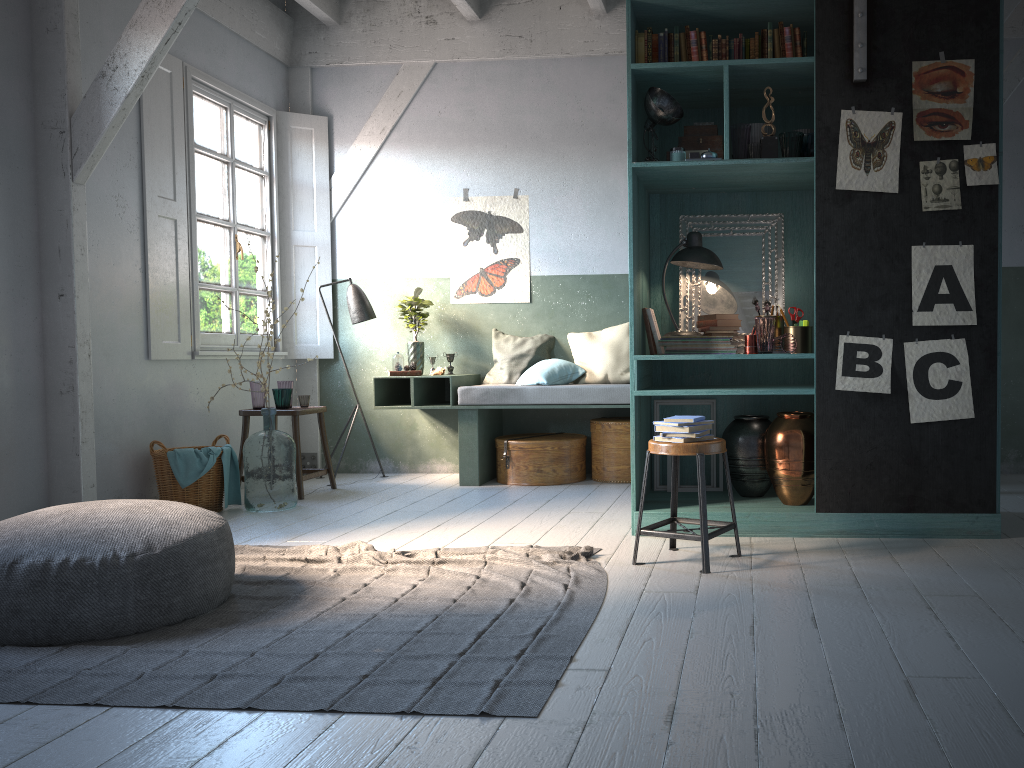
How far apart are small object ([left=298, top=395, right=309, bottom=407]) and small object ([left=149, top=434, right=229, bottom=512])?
1.0 meters

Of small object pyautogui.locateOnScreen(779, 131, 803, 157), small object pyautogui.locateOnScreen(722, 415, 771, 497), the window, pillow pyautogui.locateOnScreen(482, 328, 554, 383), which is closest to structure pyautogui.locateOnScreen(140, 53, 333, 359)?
the window

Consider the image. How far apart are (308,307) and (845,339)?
5.3 meters

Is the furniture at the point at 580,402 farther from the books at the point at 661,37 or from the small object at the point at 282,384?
the books at the point at 661,37

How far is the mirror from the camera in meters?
5.7 m

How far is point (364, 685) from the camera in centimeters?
295cm

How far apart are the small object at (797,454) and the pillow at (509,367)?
3.09m

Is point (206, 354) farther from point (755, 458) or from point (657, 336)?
point (755, 458)

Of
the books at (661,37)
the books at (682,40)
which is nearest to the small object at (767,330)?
the books at (682,40)

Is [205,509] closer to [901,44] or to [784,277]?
[784,277]
